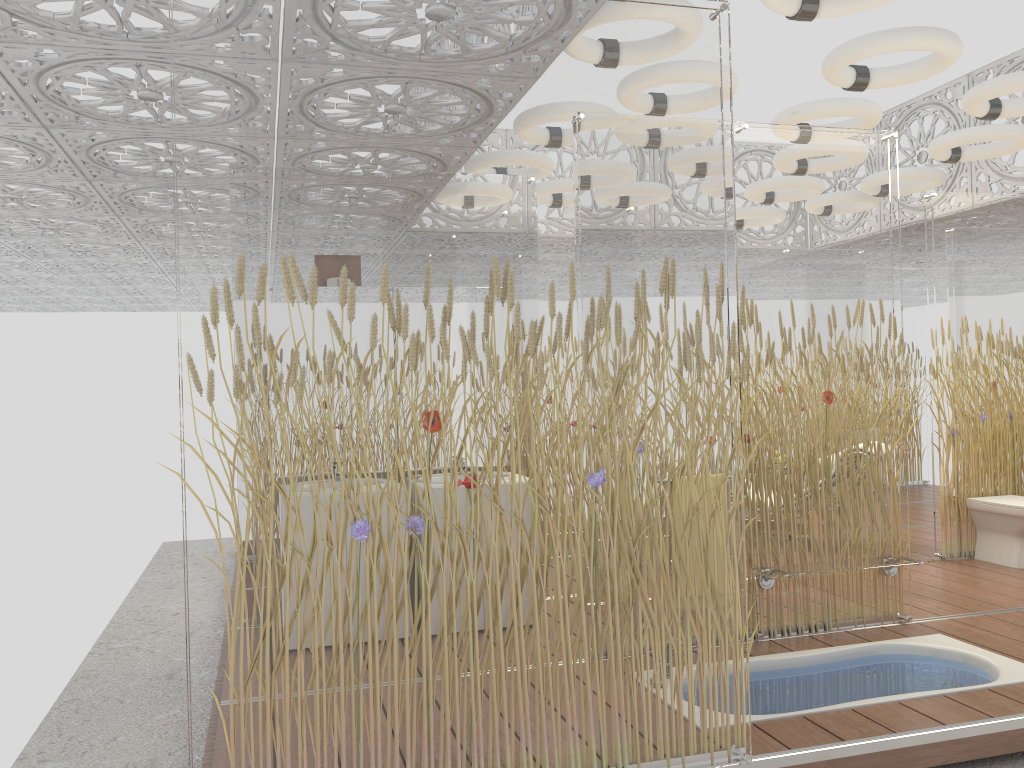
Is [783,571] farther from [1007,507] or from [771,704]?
[1007,507]

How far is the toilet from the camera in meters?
5.9

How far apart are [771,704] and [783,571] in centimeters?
74cm

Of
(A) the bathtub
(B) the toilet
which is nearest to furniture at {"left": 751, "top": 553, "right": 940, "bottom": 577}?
(A) the bathtub

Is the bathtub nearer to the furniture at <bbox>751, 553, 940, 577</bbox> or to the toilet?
the furniture at <bbox>751, 553, 940, 577</bbox>

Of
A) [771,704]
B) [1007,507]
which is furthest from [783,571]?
[1007,507]

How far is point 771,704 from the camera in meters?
3.7 m

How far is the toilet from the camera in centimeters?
594cm

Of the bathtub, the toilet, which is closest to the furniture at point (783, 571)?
the bathtub

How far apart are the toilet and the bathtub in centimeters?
194cm
